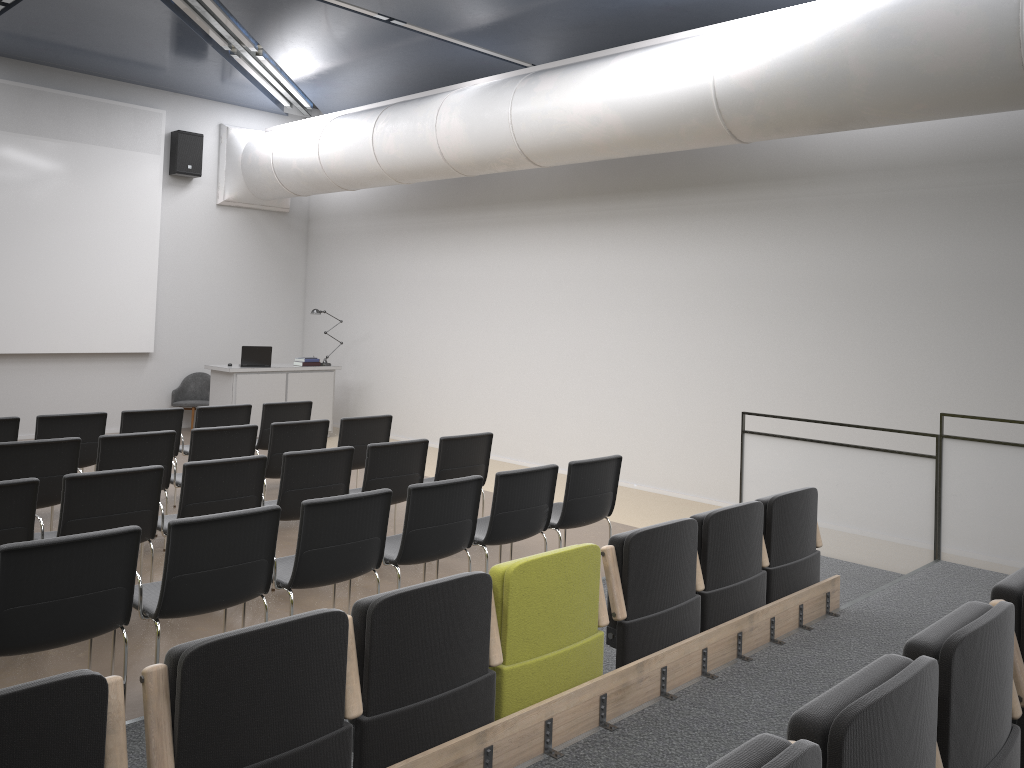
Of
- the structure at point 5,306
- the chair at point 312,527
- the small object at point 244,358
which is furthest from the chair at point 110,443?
the structure at point 5,306

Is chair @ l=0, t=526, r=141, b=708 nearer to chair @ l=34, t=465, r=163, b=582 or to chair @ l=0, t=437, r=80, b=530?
chair @ l=34, t=465, r=163, b=582

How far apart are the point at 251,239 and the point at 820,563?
10.0 meters

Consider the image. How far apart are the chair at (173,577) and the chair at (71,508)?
0.8 meters

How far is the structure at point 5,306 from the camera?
11.0 meters

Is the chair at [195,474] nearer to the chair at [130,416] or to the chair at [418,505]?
the chair at [418,505]

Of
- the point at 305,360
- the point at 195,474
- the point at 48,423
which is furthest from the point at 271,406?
the point at 305,360

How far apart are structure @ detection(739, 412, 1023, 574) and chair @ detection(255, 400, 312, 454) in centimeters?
434cm

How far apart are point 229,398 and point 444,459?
5.68m

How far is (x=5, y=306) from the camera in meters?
11.0 m
